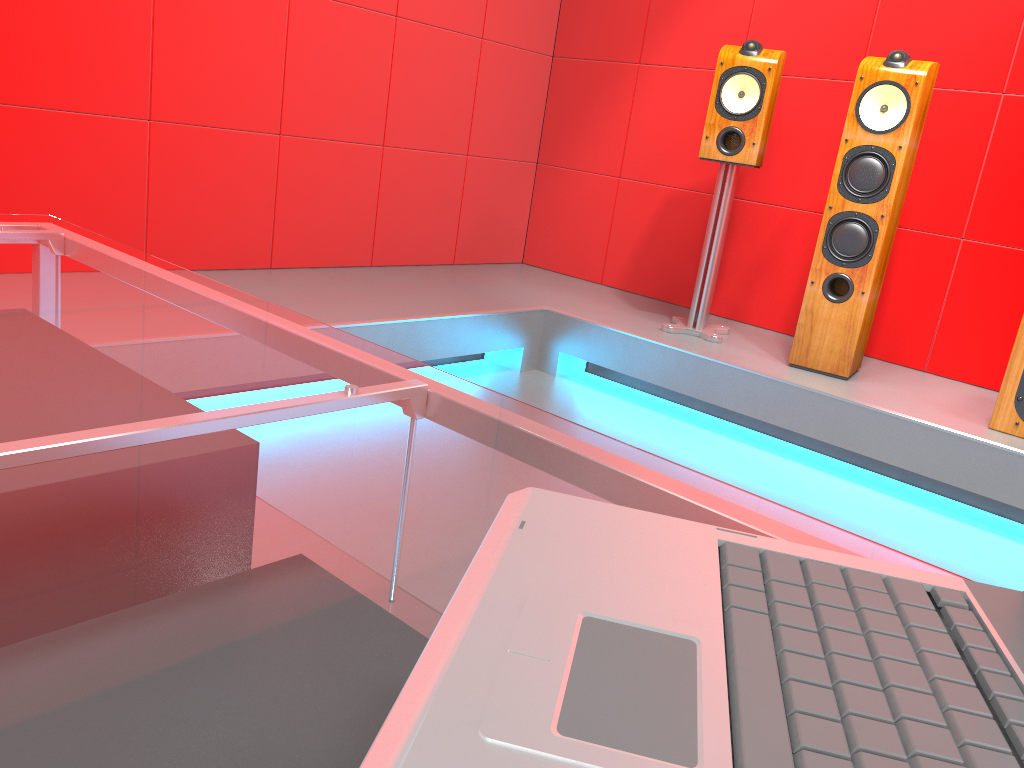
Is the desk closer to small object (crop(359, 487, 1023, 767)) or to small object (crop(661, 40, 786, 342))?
small object (crop(359, 487, 1023, 767))

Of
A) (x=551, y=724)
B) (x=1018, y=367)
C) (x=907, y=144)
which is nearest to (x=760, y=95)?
(x=907, y=144)

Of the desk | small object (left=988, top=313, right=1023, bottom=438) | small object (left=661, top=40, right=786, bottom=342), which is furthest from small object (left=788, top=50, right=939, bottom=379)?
the desk

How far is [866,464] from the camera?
2.9 meters

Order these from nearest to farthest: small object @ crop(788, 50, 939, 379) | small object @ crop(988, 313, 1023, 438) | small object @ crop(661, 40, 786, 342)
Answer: small object @ crop(988, 313, 1023, 438)
small object @ crop(788, 50, 939, 379)
small object @ crop(661, 40, 786, 342)

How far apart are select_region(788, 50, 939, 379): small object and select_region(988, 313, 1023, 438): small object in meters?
0.5

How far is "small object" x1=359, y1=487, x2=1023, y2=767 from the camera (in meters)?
0.29

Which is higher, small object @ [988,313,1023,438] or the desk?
the desk

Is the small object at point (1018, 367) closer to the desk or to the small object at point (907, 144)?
the small object at point (907, 144)

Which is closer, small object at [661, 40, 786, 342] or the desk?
the desk
